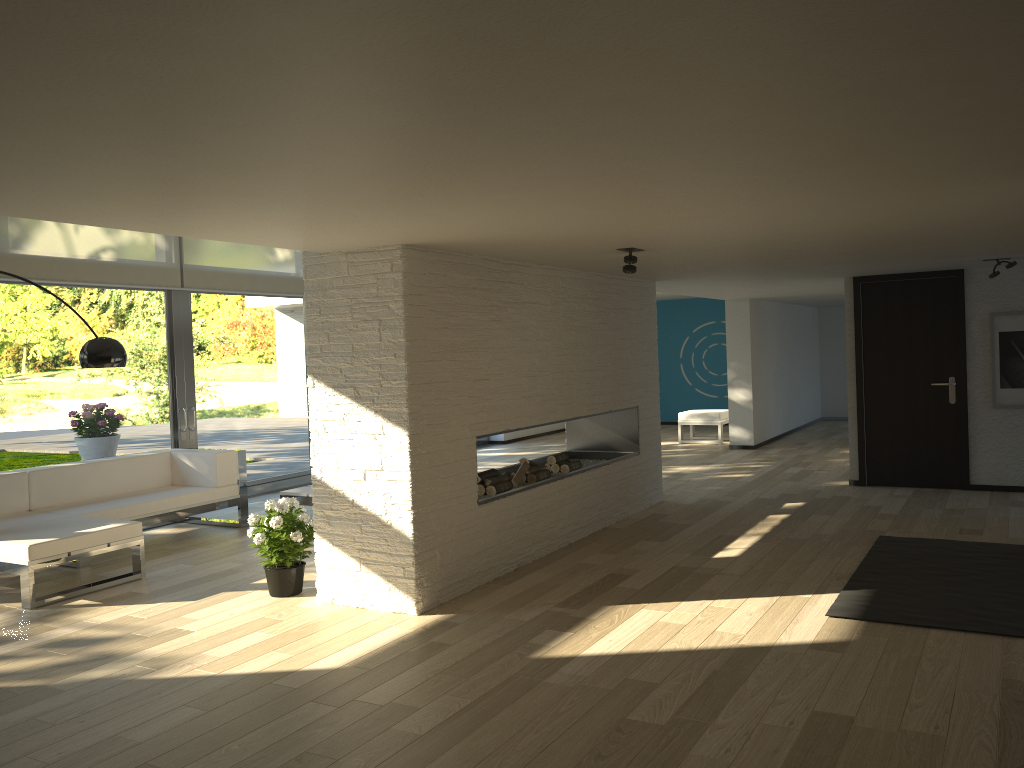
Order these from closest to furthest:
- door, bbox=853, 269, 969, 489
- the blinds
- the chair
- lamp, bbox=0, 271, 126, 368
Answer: lamp, bbox=0, 271, 126, 368
the blinds
door, bbox=853, 269, 969, 489
the chair

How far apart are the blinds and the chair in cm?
566

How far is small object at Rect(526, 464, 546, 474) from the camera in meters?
6.4 m

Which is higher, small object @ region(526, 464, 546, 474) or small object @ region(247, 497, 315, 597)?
small object @ region(526, 464, 546, 474)

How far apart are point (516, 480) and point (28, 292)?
4.2m

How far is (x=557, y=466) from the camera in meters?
6.9

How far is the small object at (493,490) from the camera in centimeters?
589cm

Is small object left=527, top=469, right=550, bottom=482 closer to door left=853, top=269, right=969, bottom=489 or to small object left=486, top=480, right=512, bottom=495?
small object left=486, top=480, right=512, bottom=495

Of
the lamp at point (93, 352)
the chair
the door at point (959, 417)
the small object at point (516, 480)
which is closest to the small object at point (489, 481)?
the small object at point (516, 480)

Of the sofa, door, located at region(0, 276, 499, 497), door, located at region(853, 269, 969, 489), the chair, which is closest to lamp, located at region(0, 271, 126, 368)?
the sofa
